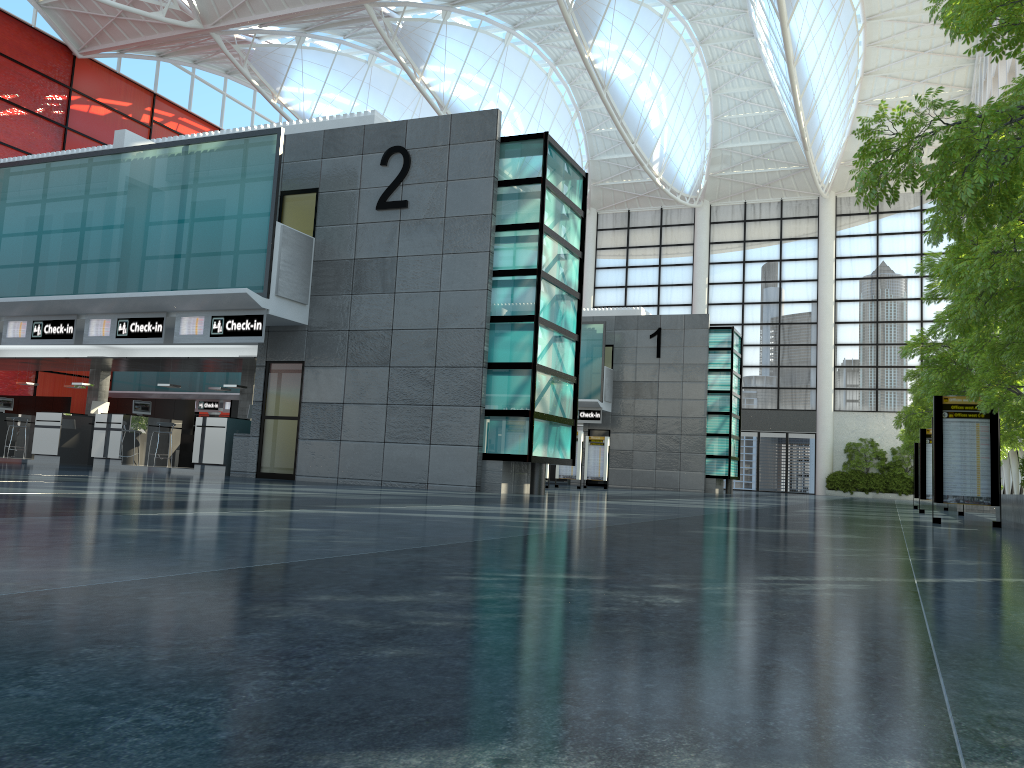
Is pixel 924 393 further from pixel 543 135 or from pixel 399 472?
pixel 399 472

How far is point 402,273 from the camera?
25.2 meters
